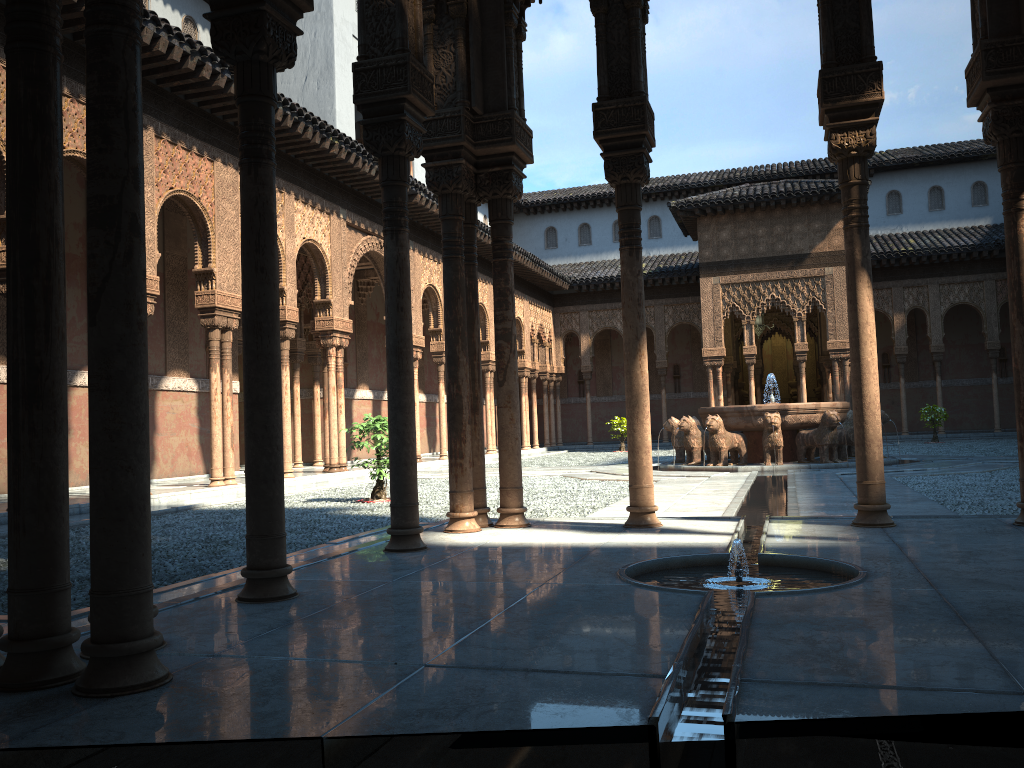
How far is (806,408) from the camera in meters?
16.6 m

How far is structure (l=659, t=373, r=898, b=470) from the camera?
16.6 meters

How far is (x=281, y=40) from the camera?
4.4 meters
